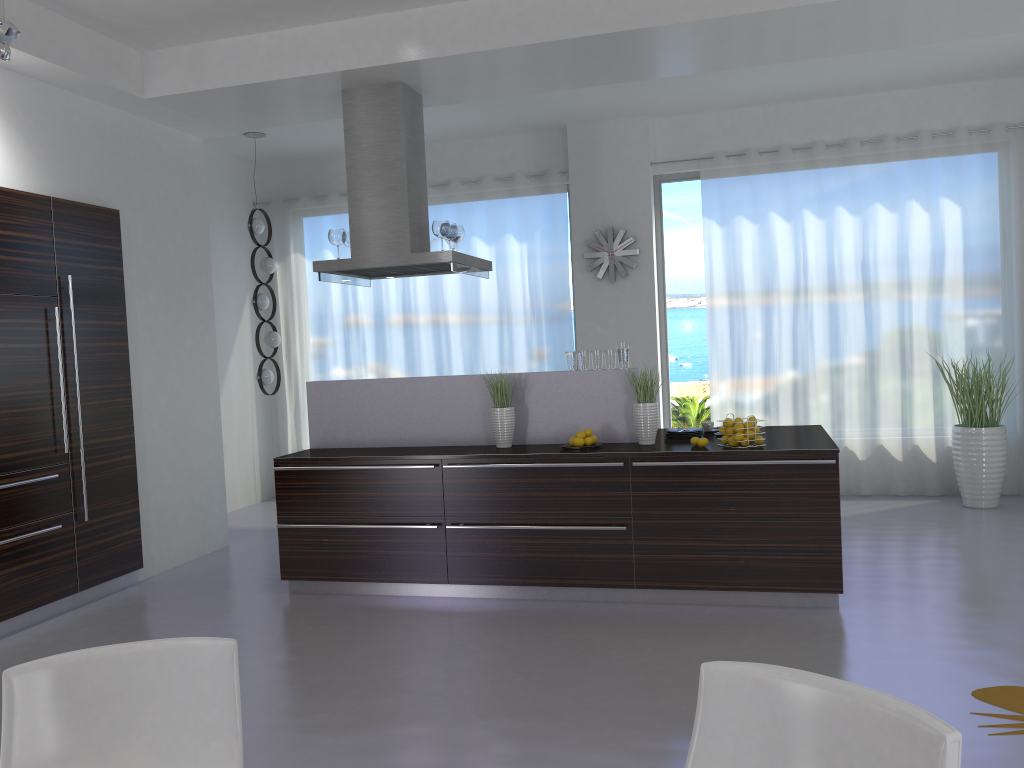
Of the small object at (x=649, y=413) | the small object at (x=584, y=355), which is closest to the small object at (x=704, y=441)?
the small object at (x=649, y=413)

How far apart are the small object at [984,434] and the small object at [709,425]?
2.6m

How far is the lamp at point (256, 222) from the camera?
7.9m

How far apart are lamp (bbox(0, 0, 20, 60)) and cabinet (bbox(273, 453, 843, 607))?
2.6 meters

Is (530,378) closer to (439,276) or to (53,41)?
(53,41)

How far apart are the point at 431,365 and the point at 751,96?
3.8m

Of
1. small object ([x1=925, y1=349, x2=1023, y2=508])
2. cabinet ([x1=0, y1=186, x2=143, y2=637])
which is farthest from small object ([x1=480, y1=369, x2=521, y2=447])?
small object ([x1=925, y1=349, x2=1023, y2=508])

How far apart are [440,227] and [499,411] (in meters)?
1.34

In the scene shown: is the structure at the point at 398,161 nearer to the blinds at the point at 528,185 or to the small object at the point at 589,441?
the small object at the point at 589,441

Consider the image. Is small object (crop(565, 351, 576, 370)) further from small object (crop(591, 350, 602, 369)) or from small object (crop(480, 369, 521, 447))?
small object (crop(480, 369, 521, 447))
